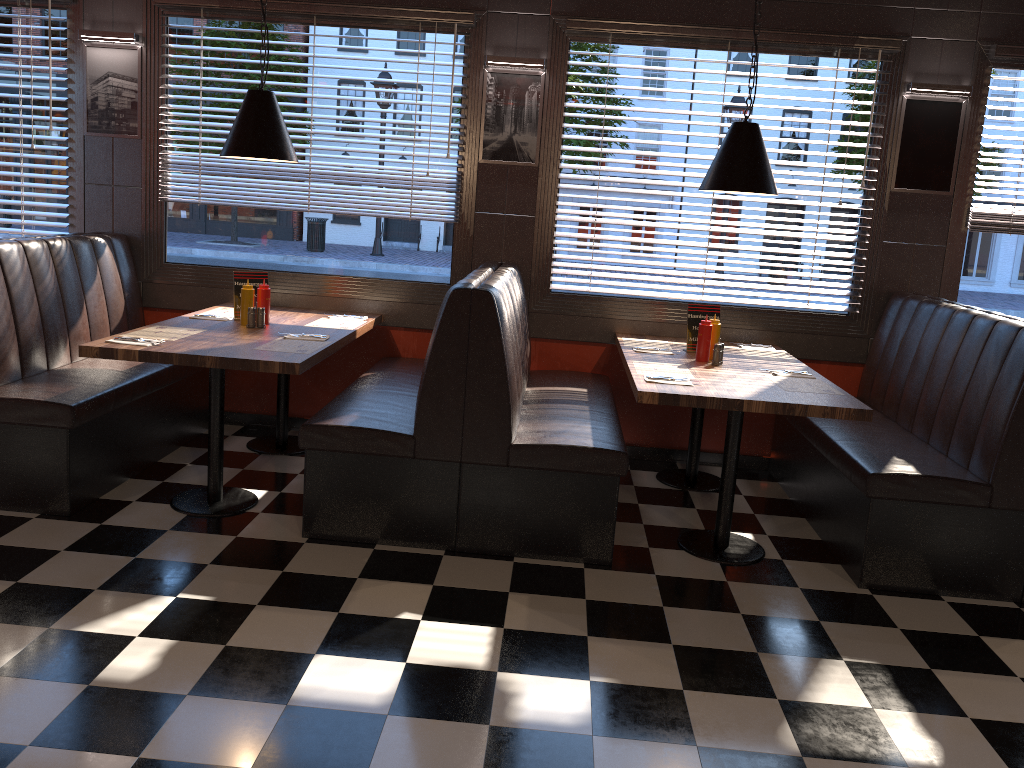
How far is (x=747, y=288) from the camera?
5.27m

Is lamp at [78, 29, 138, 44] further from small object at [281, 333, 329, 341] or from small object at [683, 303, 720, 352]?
small object at [683, 303, 720, 352]

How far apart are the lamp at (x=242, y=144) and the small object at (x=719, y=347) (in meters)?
2.29

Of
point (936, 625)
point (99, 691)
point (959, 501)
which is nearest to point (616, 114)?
point (959, 501)

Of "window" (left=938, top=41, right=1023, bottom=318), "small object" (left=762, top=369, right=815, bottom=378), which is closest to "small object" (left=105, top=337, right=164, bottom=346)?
"small object" (left=762, top=369, right=815, bottom=378)

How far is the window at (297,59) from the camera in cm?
518

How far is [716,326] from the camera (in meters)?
4.51

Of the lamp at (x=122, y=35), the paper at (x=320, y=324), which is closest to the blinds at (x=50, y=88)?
the lamp at (x=122, y=35)

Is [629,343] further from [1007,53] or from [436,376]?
[1007,53]

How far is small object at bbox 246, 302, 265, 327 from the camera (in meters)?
4.51
